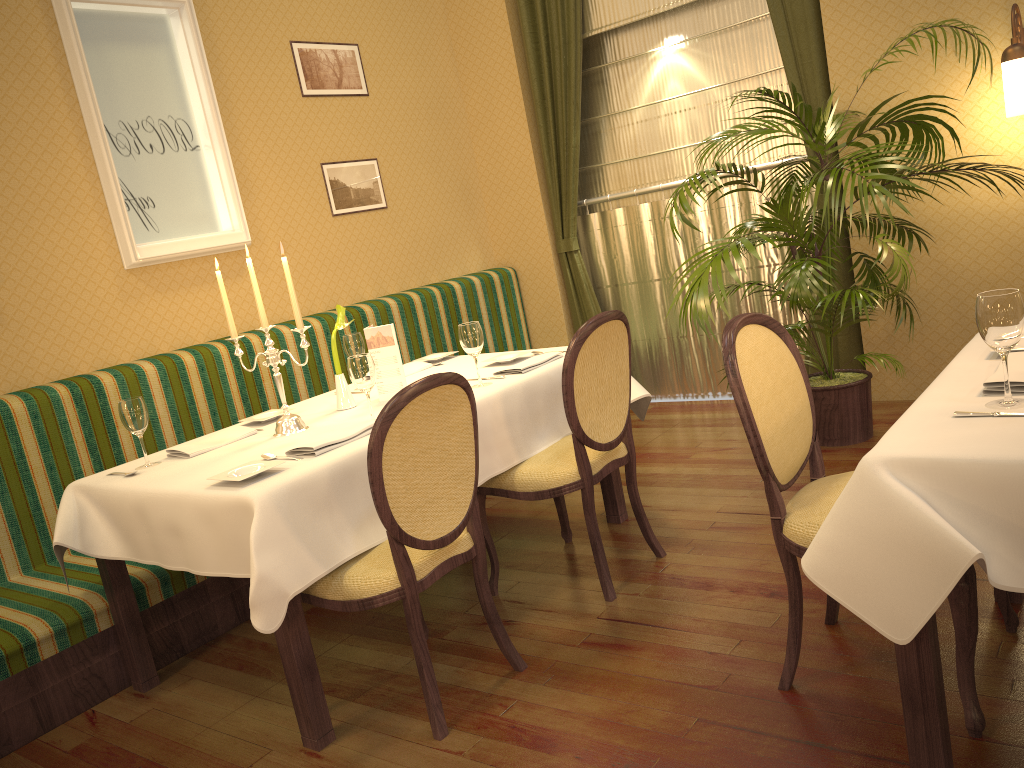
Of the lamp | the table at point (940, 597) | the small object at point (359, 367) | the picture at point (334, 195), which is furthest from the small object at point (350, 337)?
the lamp

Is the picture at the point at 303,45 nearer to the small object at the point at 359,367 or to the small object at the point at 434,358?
the small object at the point at 434,358

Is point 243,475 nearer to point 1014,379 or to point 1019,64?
point 1014,379

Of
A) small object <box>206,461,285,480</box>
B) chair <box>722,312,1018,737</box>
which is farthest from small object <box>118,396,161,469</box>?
chair <box>722,312,1018,737</box>

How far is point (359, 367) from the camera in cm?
279

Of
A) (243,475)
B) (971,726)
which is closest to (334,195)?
(243,475)

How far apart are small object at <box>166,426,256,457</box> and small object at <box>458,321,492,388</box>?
0.80m

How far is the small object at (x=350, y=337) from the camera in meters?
3.6

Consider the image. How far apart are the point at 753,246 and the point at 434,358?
1.4 meters

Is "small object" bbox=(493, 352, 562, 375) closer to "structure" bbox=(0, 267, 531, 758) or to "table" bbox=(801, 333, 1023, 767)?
"structure" bbox=(0, 267, 531, 758)
